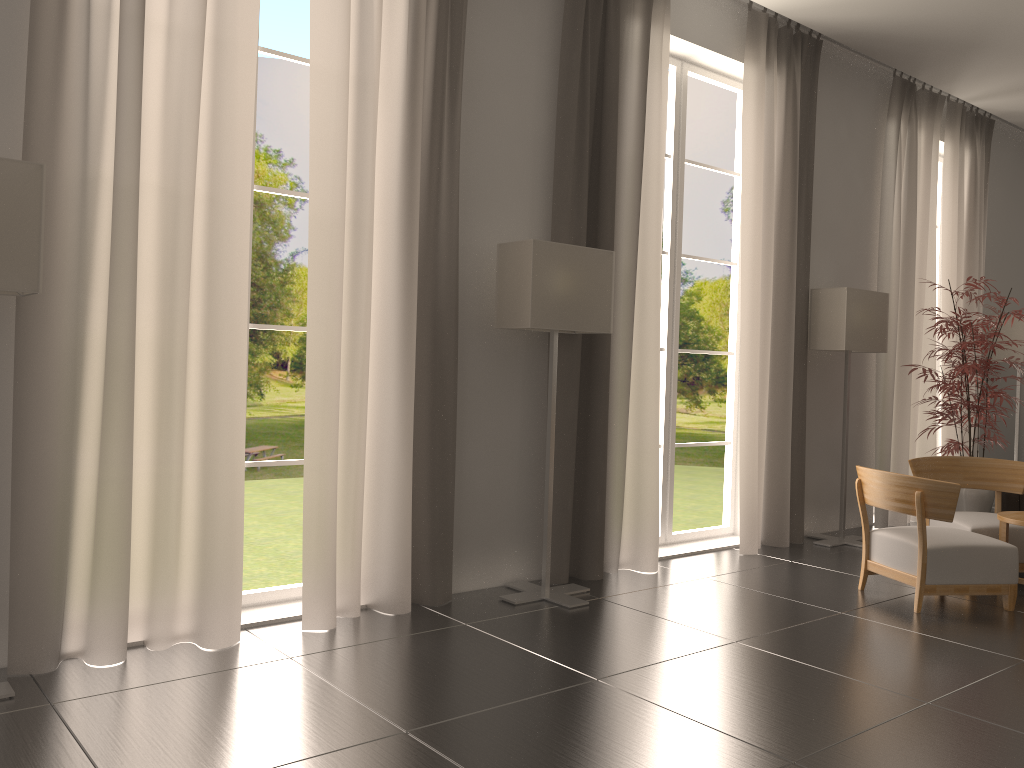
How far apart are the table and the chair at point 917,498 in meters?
0.3

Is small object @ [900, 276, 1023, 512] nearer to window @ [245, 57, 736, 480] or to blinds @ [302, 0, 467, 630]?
blinds @ [302, 0, 467, 630]

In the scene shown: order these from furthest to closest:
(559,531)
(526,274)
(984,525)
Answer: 1. (984,525)
2. (559,531)
3. (526,274)

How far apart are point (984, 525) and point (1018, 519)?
0.78m

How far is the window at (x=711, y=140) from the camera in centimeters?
3972cm

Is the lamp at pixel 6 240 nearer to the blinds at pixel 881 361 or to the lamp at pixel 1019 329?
the blinds at pixel 881 361

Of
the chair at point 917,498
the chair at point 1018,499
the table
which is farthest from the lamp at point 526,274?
the chair at point 1018,499

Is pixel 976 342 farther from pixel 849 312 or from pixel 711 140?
pixel 711 140

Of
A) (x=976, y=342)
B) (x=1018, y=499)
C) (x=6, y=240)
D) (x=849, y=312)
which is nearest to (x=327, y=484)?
(x=6, y=240)

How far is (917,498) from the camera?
7.91m
